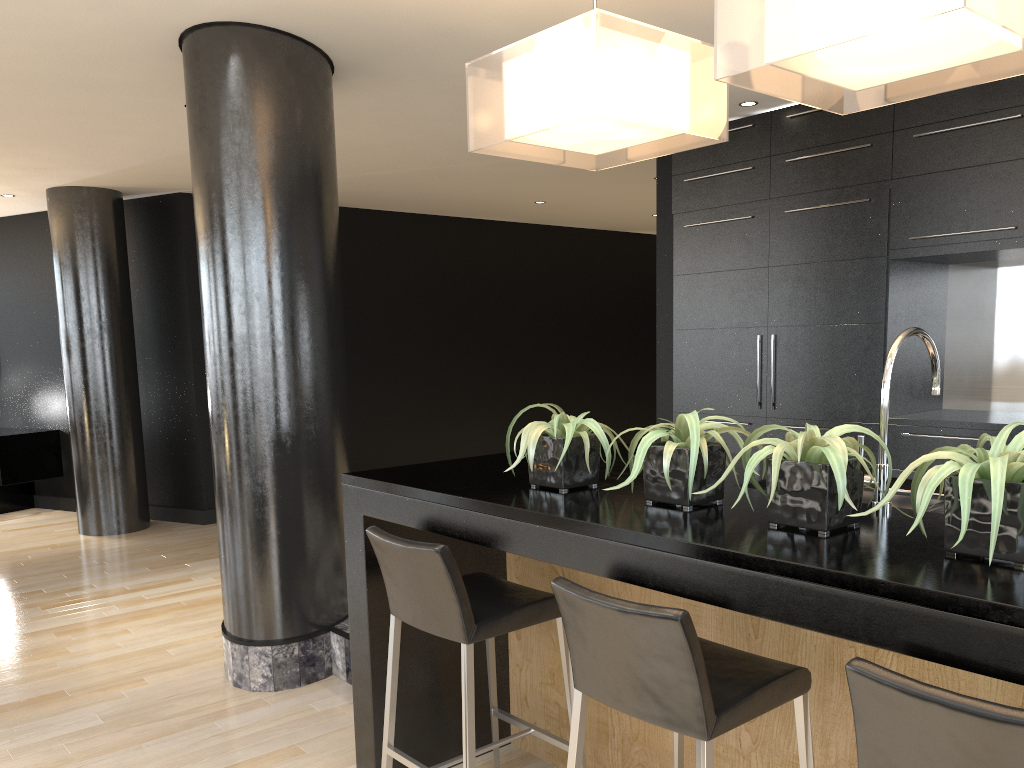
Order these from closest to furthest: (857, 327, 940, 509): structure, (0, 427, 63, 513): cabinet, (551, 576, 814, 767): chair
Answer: (551, 576, 814, 767): chair, (857, 327, 940, 509): structure, (0, 427, 63, 513): cabinet

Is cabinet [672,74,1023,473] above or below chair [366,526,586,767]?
above

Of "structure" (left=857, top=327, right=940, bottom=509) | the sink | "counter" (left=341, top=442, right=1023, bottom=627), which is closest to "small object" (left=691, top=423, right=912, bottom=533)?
"counter" (left=341, top=442, right=1023, bottom=627)

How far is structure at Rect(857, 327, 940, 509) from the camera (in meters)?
2.03

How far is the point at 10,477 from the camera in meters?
7.8

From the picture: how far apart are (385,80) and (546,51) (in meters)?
2.16

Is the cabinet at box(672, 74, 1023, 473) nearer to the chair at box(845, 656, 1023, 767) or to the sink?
the sink

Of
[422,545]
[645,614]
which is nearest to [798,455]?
[645,614]

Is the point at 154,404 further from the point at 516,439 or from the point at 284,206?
the point at 516,439

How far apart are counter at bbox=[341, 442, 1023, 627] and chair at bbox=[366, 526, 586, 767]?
0.13m
